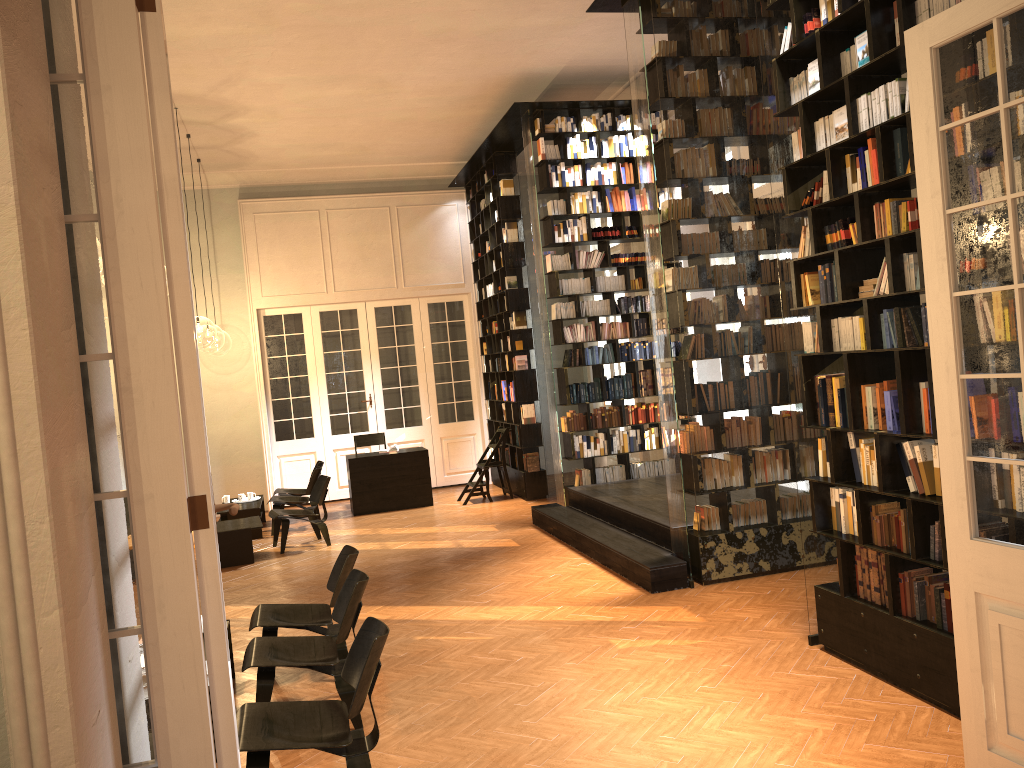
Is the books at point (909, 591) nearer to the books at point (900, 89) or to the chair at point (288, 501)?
the books at point (900, 89)

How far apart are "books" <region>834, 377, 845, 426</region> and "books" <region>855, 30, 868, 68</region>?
1.77m

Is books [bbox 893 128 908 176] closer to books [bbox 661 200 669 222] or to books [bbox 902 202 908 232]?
books [bbox 902 202 908 232]

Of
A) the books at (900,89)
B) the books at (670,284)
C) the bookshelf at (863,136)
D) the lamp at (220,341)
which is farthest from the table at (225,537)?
the lamp at (220,341)

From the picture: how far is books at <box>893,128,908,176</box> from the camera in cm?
452

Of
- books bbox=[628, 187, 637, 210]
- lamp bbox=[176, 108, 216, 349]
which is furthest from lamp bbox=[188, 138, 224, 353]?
books bbox=[628, 187, 637, 210]

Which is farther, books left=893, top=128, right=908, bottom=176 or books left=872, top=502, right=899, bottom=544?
books left=872, top=502, right=899, bottom=544

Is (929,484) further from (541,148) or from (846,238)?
(541,148)

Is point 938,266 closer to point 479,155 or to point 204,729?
point 204,729

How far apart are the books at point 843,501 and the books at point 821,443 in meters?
0.2
